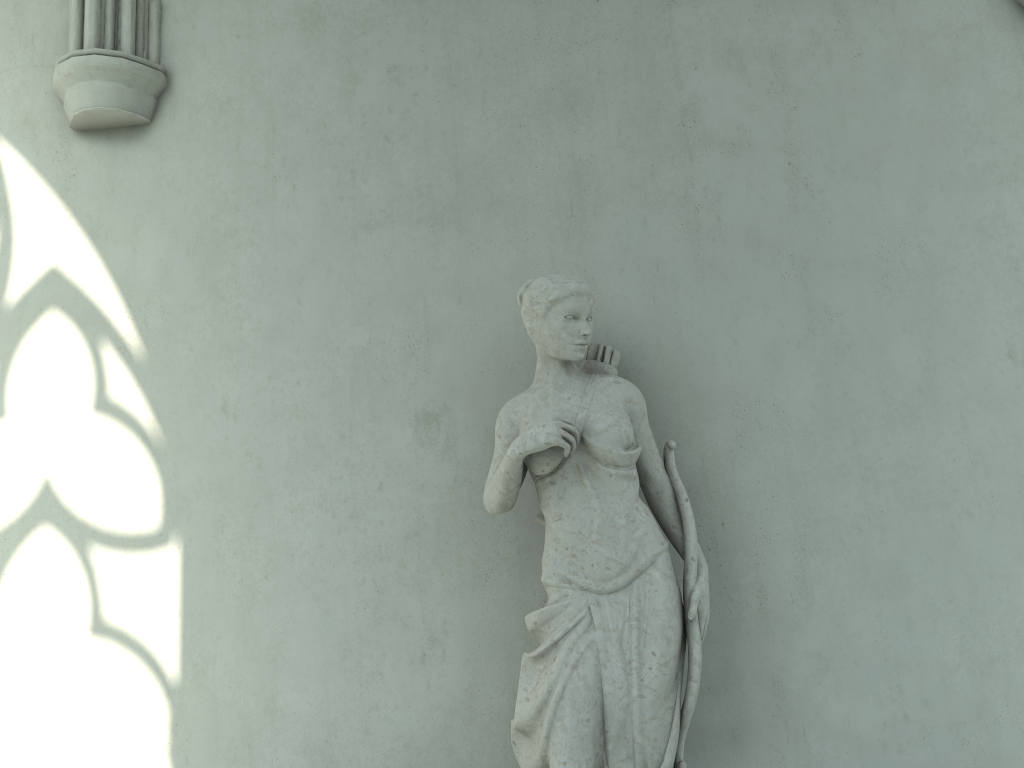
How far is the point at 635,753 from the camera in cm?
320

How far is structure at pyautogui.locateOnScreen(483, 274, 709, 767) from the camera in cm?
320

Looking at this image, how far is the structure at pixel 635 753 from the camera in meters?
3.2
